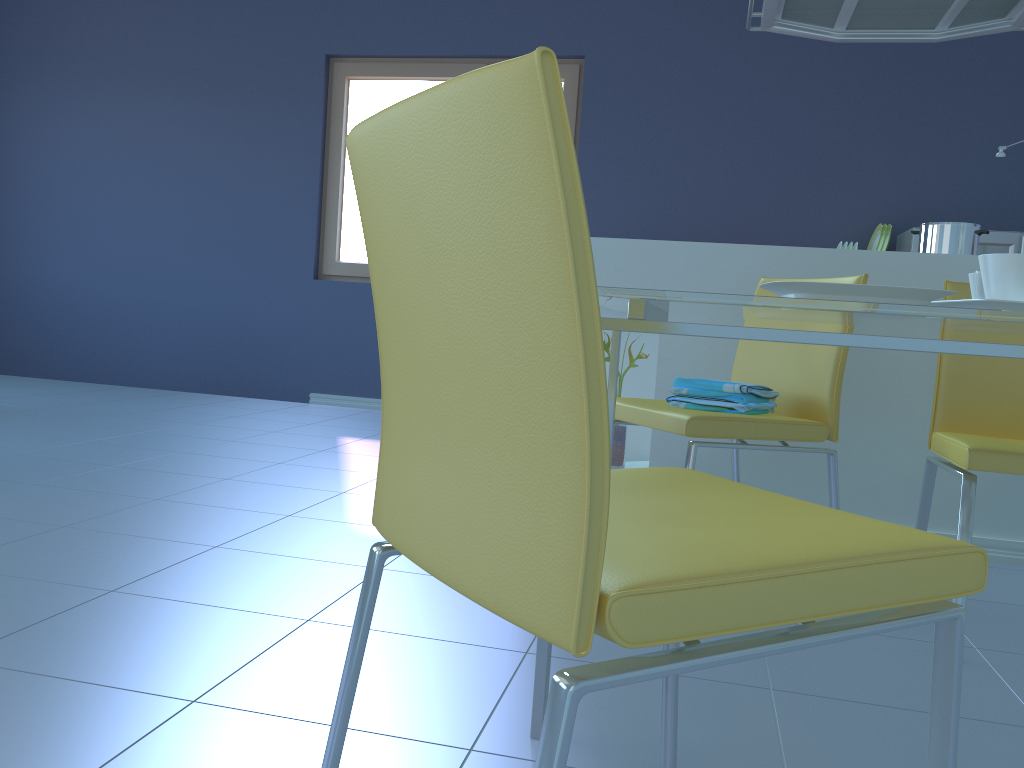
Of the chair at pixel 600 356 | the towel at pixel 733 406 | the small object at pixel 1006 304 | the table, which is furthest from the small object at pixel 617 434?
the chair at pixel 600 356

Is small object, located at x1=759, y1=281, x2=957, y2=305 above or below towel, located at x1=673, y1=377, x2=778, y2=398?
above

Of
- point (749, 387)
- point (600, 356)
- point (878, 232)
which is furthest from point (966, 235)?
point (600, 356)

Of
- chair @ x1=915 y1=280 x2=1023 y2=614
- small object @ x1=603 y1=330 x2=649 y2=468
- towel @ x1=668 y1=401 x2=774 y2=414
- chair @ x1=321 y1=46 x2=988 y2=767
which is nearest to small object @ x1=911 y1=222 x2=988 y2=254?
chair @ x1=915 y1=280 x2=1023 y2=614

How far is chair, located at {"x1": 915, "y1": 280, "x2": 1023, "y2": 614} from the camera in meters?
1.5

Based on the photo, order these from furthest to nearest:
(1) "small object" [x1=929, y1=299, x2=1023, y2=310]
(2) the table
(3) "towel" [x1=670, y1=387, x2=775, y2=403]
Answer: (3) "towel" [x1=670, y1=387, x2=775, y2=403]
(1) "small object" [x1=929, y1=299, x2=1023, y2=310]
(2) the table

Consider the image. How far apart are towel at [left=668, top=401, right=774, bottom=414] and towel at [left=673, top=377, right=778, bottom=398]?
0.0m

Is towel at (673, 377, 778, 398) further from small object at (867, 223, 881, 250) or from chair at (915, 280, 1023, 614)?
small object at (867, 223, 881, 250)

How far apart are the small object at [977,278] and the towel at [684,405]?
0.6m

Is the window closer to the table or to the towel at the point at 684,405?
the towel at the point at 684,405
